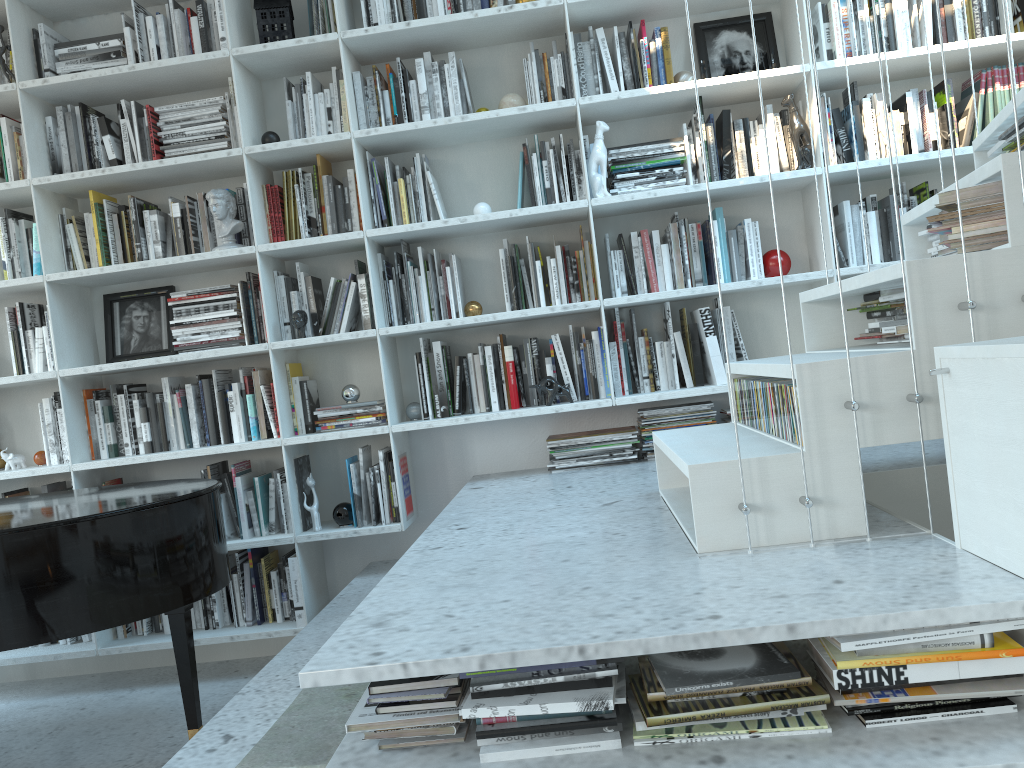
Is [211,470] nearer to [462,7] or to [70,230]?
[70,230]

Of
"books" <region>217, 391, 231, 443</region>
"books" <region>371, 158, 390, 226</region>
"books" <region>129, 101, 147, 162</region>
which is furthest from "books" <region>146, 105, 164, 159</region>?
"books" <region>217, 391, 231, 443</region>

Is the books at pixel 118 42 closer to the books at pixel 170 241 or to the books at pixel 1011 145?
the books at pixel 170 241

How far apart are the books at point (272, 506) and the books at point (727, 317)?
1.85m

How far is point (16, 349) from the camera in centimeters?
355cm

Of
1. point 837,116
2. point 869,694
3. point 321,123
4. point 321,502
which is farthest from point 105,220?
point 869,694

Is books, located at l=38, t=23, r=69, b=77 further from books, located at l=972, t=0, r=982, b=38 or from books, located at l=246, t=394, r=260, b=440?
books, located at l=972, t=0, r=982, b=38

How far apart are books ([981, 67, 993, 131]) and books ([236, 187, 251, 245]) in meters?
2.8 m

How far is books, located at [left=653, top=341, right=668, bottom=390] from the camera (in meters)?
3.38

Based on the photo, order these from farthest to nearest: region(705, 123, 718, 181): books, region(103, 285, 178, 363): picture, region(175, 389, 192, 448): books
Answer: region(103, 285, 178, 363): picture, region(175, 389, 192, 448): books, region(705, 123, 718, 181): books
